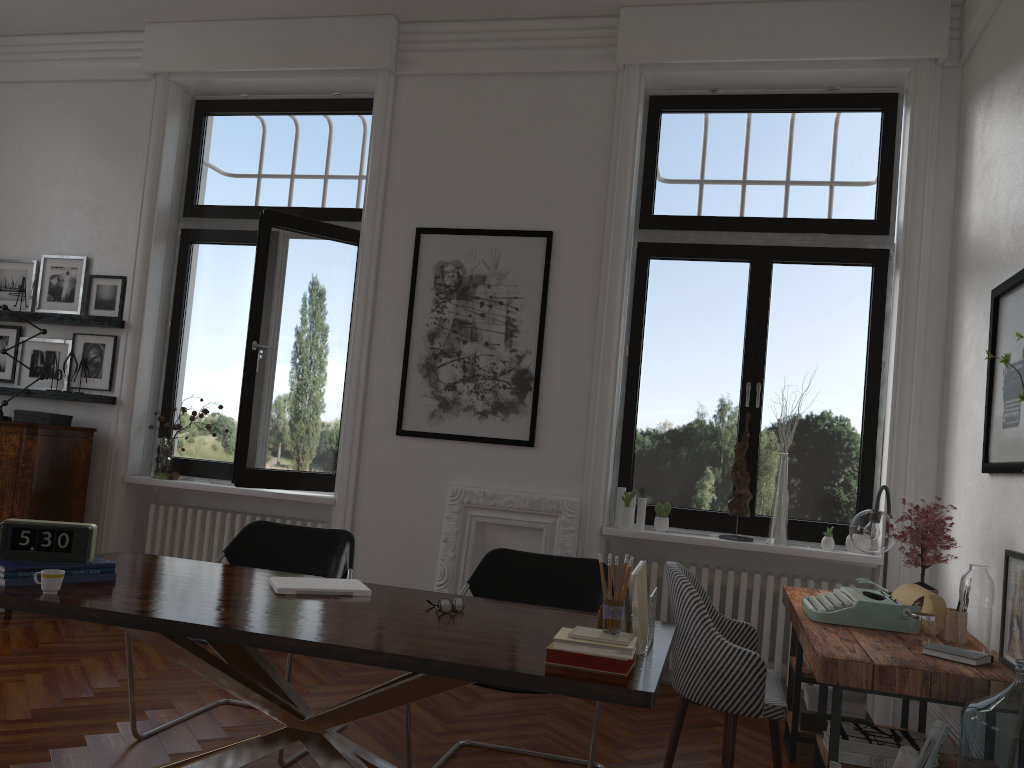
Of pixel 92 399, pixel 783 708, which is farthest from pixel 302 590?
pixel 92 399

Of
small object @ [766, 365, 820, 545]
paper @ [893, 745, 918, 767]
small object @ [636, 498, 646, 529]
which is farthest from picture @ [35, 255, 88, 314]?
paper @ [893, 745, 918, 767]

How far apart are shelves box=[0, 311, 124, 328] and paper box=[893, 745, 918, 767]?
5.4m

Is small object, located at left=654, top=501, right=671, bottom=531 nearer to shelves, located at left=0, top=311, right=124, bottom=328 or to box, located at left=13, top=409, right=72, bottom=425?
shelves, located at left=0, top=311, right=124, bottom=328

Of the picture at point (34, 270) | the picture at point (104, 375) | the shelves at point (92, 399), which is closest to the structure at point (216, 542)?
the shelves at point (92, 399)

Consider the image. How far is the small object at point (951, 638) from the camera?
3.23m

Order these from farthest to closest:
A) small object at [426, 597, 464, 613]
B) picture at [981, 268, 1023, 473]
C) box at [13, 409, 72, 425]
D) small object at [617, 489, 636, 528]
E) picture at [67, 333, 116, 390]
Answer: picture at [67, 333, 116, 390], box at [13, 409, 72, 425], small object at [617, 489, 636, 528], picture at [981, 268, 1023, 473], small object at [426, 597, 464, 613]

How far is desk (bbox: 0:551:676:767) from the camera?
2.2m

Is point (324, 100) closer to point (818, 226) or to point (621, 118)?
point (621, 118)

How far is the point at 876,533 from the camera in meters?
4.0
